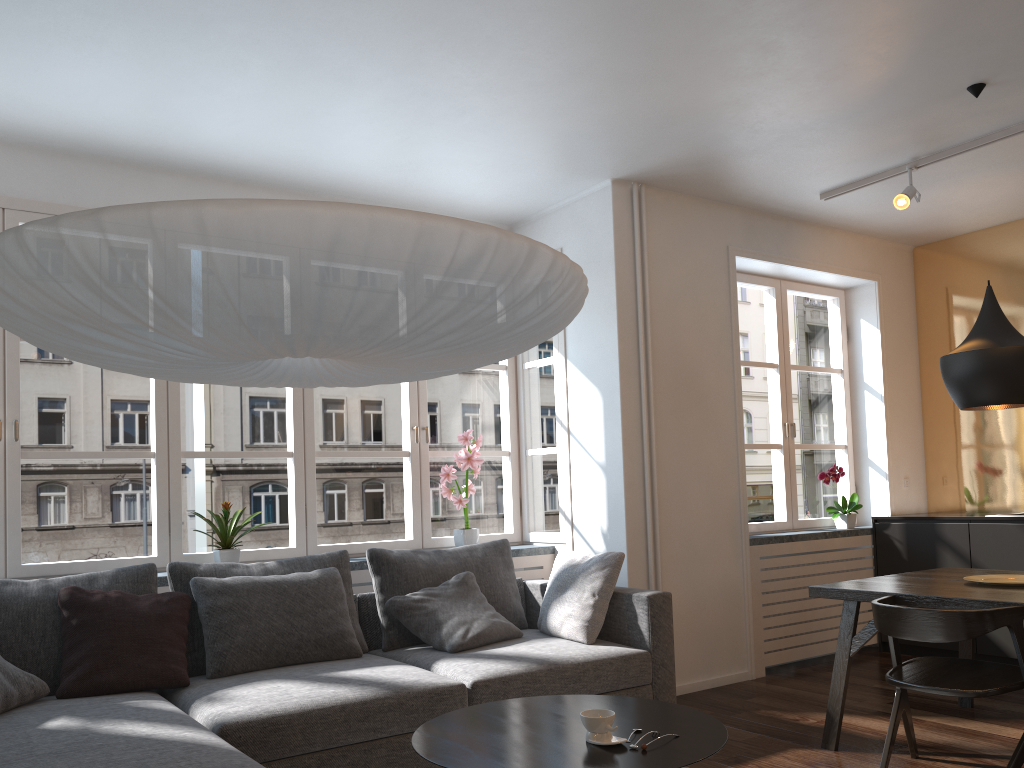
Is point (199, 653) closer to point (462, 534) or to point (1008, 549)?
point (462, 534)

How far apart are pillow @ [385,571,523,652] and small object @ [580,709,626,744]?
1.56m

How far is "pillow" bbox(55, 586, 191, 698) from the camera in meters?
3.2

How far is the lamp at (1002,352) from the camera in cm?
355

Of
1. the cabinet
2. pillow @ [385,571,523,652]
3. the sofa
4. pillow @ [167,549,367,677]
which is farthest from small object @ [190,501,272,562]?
the cabinet

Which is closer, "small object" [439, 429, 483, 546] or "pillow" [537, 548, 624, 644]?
"pillow" [537, 548, 624, 644]

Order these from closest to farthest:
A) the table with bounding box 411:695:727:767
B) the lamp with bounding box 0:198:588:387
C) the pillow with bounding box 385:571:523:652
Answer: the lamp with bounding box 0:198:588:387
the table with bounding box 411:695:727:767
the pillow with bounding box 385:571:523:652

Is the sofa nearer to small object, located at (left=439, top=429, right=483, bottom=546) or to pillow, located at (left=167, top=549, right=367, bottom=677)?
pillow, located at (left=167, top=549, right=367, bottom=677)

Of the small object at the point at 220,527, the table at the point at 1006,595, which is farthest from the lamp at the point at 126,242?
the table at the point at 1006,595

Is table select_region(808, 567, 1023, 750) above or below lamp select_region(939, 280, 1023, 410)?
below
